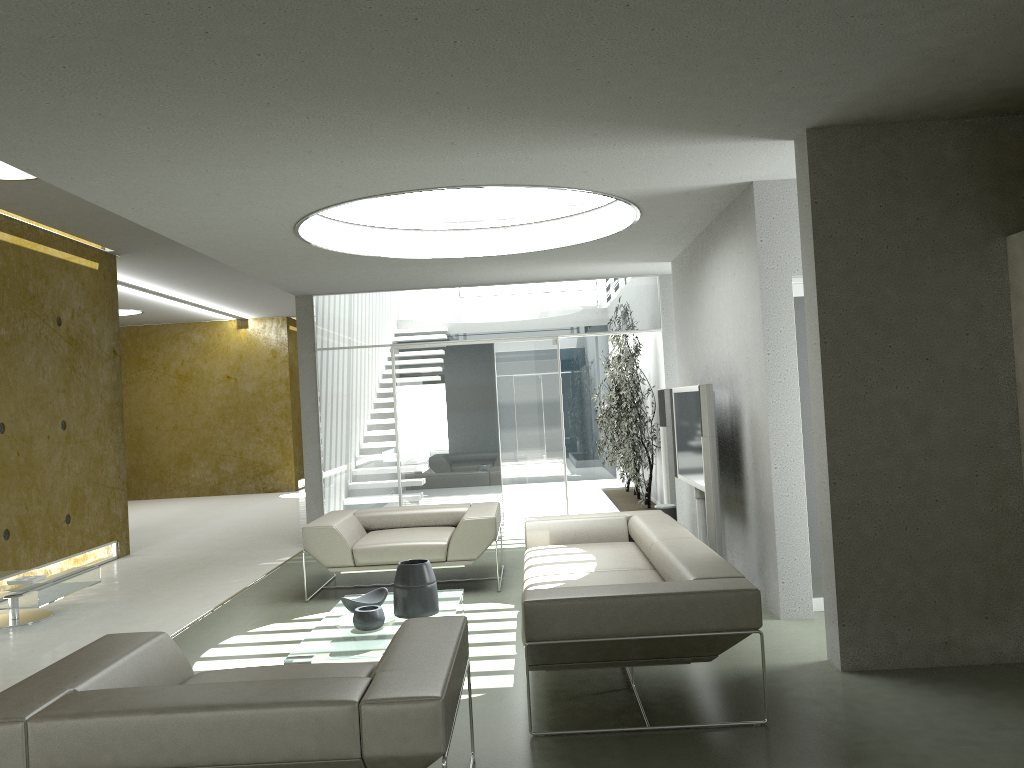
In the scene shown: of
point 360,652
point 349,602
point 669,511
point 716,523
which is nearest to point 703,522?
point 669,511

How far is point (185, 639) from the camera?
5.77m

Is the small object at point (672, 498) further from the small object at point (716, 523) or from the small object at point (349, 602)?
the small object at point (349, 602)

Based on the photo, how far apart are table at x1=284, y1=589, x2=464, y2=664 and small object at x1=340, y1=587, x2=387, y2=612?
0.06m

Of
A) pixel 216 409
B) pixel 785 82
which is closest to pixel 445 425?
pixel 785 82

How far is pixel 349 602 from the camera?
5.2m

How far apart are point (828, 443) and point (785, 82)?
1.75m

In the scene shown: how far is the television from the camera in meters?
6.6 m

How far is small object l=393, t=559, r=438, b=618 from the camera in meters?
5.1

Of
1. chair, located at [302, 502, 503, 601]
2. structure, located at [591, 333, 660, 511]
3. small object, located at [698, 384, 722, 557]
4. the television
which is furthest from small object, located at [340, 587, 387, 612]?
structure, located at [591, 333, 660, 511]
